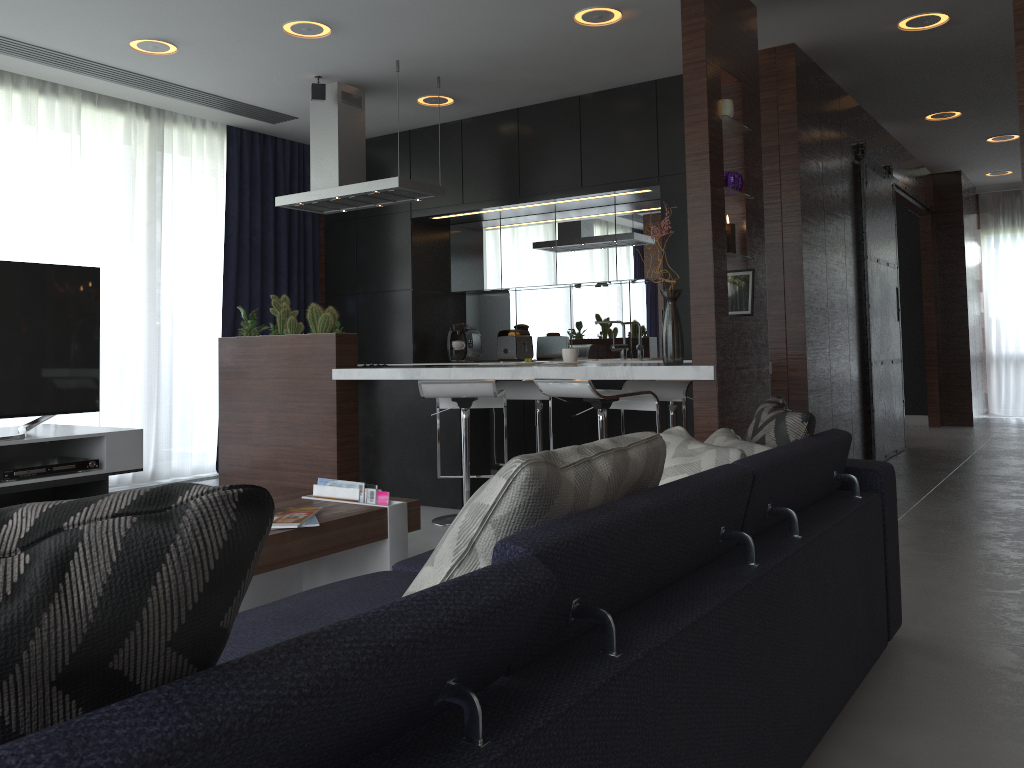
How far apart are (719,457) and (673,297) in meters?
0.5

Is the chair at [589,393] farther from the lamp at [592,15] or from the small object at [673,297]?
the lamp at [592,15]

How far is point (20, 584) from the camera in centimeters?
60cm

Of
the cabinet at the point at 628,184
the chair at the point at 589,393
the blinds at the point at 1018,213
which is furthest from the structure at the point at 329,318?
the blinds at the point at 1018,213

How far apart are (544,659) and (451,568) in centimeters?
20cm

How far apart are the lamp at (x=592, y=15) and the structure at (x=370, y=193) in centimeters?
44cm

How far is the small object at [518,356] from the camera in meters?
6.5 m

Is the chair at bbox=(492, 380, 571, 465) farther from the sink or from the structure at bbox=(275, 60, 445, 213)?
the sink

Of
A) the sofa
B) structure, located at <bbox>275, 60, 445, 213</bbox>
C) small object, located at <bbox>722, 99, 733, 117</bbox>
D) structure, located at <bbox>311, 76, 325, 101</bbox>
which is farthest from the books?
structure, located at <bbox>311, 76, 325, 101</bbox>

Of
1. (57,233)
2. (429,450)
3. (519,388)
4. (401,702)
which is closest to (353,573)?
(429,450)
